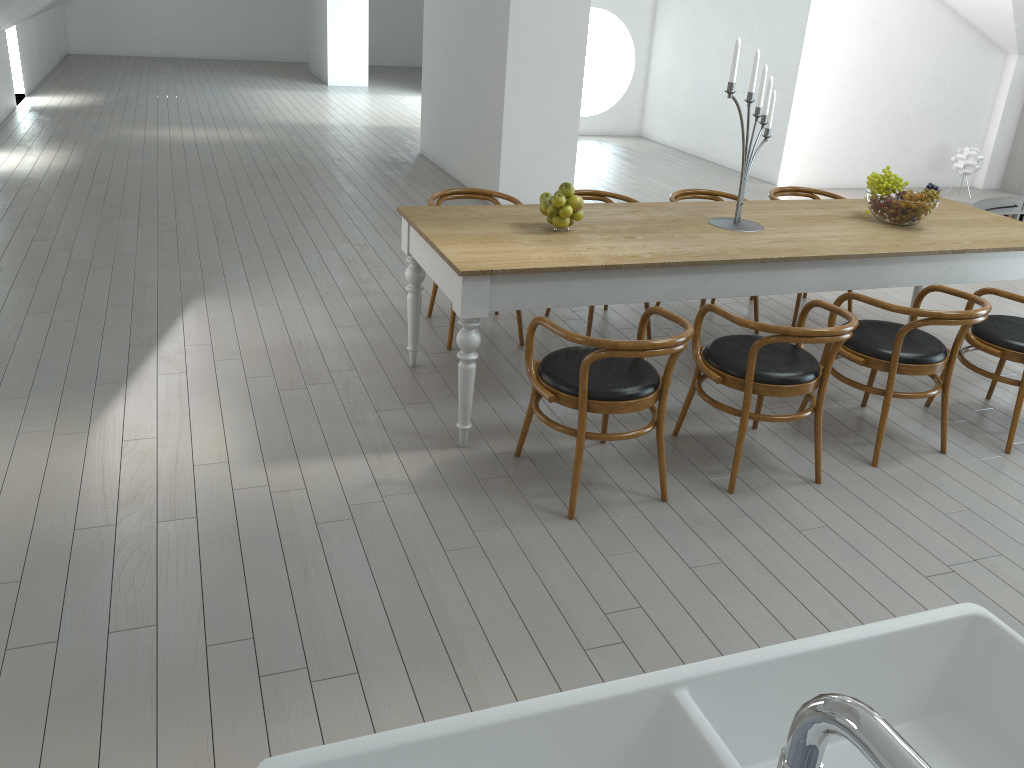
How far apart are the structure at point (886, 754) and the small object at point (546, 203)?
3.5 meters

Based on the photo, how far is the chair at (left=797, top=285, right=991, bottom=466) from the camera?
3.53m

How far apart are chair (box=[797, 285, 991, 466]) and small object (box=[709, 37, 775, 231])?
0.6 meters

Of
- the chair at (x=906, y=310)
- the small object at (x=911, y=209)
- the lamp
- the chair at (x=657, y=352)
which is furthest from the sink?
the lamp

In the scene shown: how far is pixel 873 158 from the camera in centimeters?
964cm

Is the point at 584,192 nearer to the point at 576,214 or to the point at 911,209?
the point at 576,214

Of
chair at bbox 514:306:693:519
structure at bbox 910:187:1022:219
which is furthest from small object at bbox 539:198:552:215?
structure at bbox 910:187:1022:219

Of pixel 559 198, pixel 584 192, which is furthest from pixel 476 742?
pixel 584 192

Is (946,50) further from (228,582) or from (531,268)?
(228,582)

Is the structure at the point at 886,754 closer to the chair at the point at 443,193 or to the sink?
the sink
